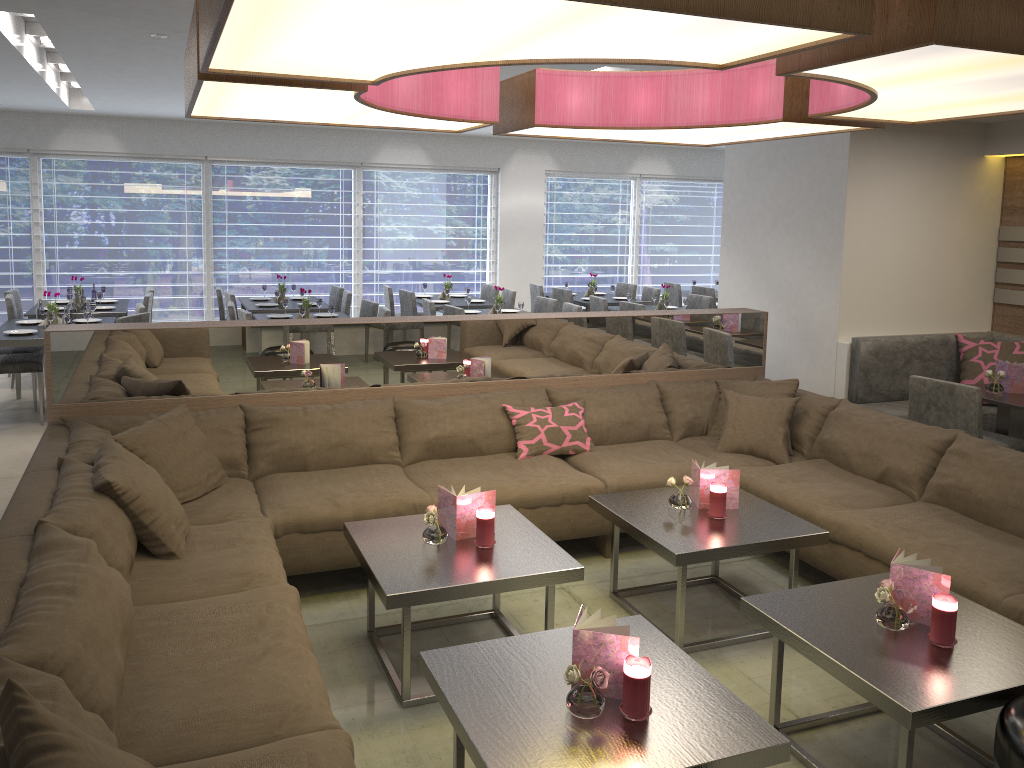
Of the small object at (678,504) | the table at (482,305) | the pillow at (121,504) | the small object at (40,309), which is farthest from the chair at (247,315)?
the small object at (678,504)

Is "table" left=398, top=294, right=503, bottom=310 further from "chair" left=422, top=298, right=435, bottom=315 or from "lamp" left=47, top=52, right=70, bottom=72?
"lamp" left=47, top=52, right=70, bottom=72

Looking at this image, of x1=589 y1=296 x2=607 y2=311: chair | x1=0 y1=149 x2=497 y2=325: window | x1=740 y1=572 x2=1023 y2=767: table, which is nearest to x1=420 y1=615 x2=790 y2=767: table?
x1=740 y1=572 x2=1023 y2=767: table

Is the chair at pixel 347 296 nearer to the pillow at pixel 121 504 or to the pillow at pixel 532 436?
the pillow at pixel 532 436

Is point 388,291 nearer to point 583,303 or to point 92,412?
point 583,303

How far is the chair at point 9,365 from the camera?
6.1m

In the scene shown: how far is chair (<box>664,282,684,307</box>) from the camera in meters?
10.4

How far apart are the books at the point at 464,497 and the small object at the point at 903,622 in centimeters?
131cm

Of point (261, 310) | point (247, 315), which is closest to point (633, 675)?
point (247, 315)

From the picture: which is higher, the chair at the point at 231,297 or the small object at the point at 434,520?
the chair at the point at 231,297
